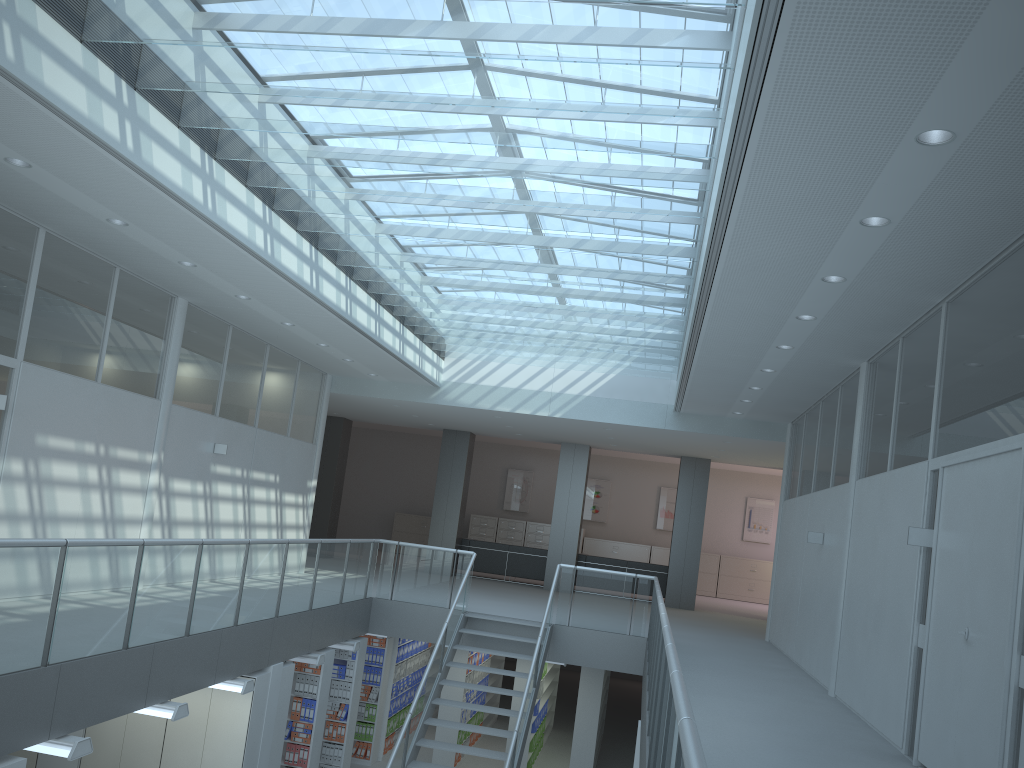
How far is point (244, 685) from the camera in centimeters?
734cm

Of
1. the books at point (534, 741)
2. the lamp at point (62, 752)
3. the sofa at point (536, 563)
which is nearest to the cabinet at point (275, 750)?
the lamp at point (62, 752)

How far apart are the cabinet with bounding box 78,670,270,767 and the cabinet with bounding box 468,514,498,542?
13.9 meters

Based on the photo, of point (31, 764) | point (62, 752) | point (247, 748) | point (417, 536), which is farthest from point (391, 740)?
point (417, 536)

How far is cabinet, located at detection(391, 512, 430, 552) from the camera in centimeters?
2230cm

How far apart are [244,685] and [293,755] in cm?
244

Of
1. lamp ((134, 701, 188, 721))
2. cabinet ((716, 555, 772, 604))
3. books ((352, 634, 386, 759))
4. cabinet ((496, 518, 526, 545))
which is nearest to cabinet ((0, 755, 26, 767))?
lamp ((134, 701, 188, 721))

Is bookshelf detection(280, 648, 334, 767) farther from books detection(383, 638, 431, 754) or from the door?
the door

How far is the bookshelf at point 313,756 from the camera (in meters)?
9.39

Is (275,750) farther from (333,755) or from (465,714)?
(465,714)
